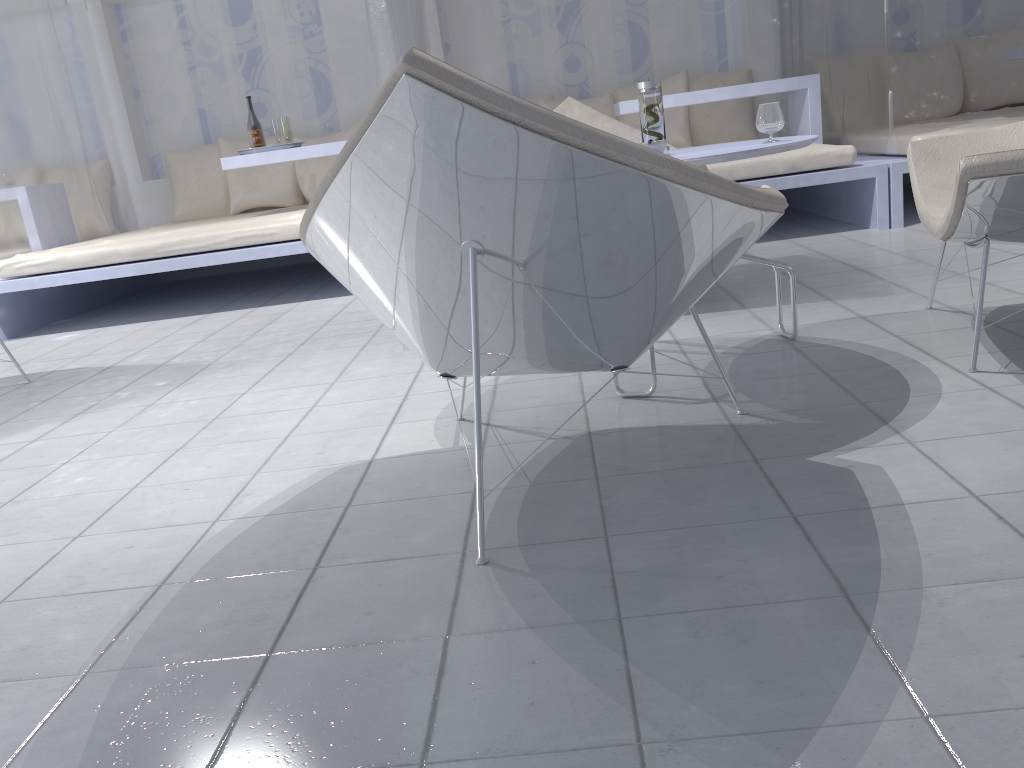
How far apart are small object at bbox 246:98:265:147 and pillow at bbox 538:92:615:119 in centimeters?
184cm

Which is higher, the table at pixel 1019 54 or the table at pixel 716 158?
the table at pixel 1019 54

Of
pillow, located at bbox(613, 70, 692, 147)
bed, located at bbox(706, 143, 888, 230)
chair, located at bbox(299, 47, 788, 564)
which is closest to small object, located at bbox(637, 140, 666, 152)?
chair, located at bbox(299, 47, 788, 564)

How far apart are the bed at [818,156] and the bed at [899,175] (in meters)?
0.03

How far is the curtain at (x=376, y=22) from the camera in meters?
4.0

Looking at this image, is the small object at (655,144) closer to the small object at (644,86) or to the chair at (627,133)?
the small object at (644,86)

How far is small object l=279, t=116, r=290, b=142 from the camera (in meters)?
5.01

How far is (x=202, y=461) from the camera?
2.07m

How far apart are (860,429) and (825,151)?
2.7 meters

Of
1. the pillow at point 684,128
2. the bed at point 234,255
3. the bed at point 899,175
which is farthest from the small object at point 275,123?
the bed at point 899,175
